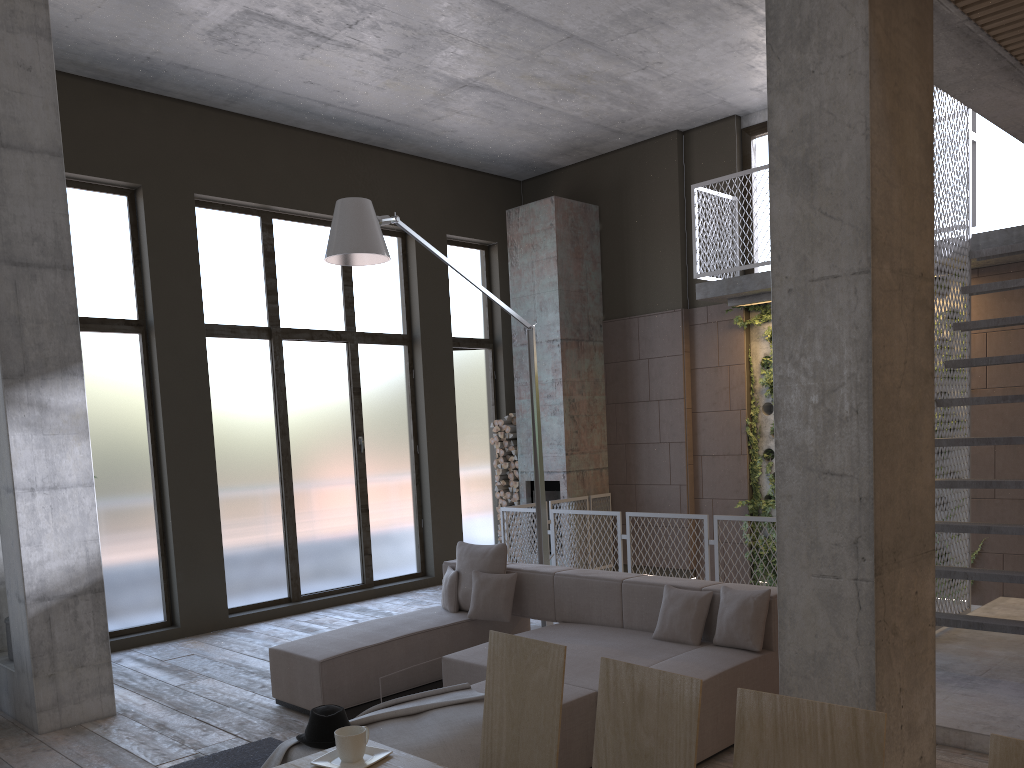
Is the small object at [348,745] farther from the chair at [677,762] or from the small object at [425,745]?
the small object at [425,745]

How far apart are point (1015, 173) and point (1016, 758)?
7.86m

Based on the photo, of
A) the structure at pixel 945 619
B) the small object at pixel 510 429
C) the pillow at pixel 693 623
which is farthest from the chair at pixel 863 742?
the small object at pixel 510 429

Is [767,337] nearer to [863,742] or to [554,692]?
[554,692]

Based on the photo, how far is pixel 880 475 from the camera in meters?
2.8 m

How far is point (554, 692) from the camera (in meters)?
2.54

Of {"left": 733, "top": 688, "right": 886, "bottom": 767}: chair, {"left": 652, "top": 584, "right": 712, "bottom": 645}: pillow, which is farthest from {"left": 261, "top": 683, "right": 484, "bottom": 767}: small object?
{"left": 733, "top": 688, "right": 886, "bottom": 767}: chair

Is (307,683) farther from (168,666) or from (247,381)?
(247,381)

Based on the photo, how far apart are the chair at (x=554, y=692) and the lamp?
3.7 meters

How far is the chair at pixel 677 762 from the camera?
2.1 meters
